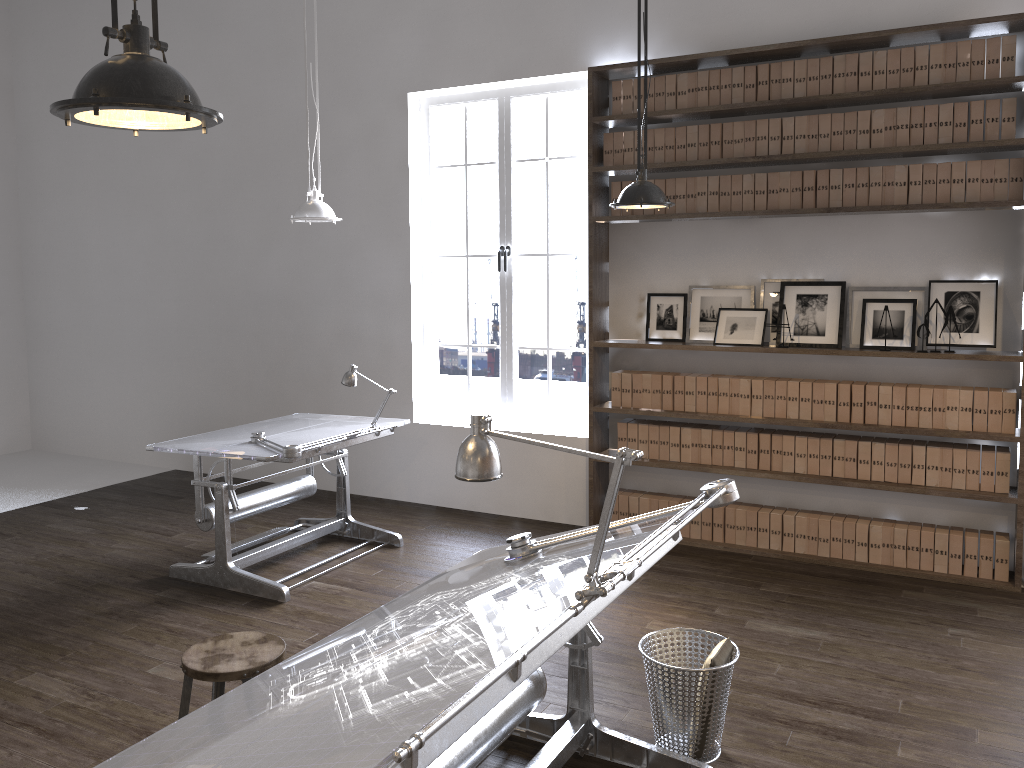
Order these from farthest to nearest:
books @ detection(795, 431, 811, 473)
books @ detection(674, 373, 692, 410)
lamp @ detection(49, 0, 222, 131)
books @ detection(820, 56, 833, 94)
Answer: books @ detection(674, 373, 692, 410), books @ detection(795, 431, 811, 473), books @ detection(820, 56, 833, 94), lamp @ detection(49, 0, 222, 131)

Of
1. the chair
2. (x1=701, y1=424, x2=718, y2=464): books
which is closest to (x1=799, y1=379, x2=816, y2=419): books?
(x1=701, y1=424, x2=718, y2=464): books

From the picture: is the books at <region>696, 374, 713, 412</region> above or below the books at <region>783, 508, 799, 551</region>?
above

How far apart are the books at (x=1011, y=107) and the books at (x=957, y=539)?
2.15m

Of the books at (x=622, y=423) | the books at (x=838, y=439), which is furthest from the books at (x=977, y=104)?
the books at (x=622, y=423)

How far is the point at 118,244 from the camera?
7.9m

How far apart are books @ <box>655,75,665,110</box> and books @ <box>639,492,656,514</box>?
2.5m

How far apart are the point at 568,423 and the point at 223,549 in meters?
2.4

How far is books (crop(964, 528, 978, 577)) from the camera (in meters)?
4.87

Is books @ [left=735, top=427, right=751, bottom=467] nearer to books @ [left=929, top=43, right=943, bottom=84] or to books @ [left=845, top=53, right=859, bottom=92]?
books @ [left=845, top=53, right=859, bottom=92]
